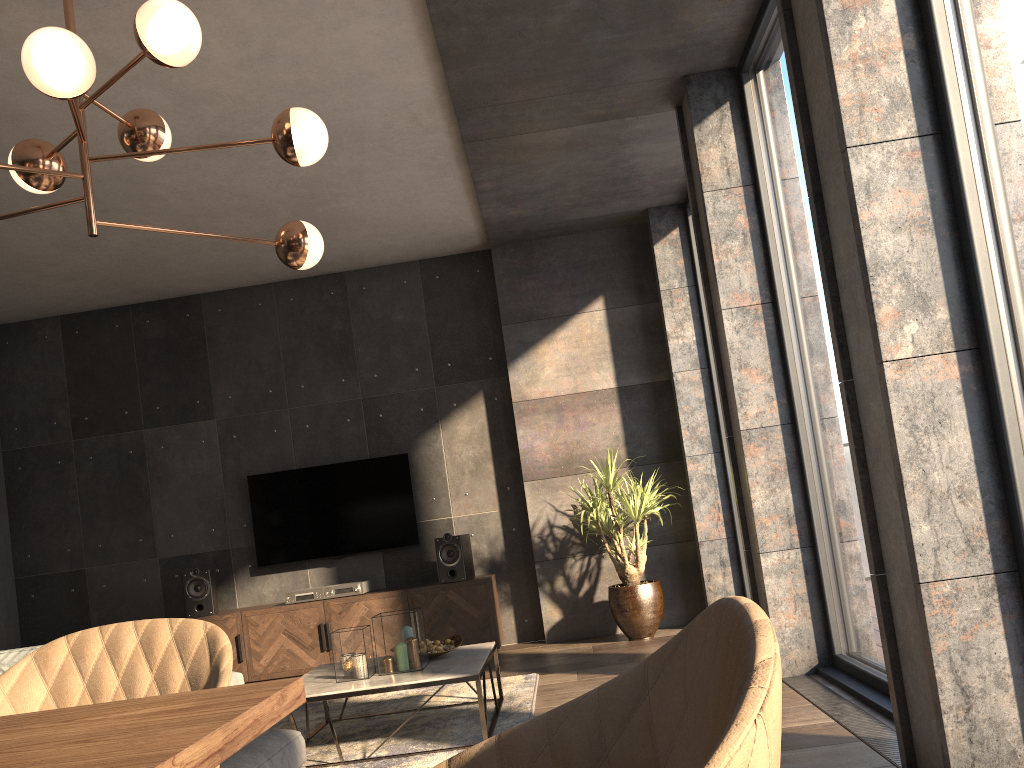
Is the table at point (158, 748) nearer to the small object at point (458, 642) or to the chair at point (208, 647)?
the chair at point (208, 647)

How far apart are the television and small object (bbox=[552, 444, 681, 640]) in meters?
1.3 m

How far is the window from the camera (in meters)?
2.25

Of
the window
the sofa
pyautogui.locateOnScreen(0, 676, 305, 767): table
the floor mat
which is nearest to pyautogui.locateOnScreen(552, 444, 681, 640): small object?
the floor mat

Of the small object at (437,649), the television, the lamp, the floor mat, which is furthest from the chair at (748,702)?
the television

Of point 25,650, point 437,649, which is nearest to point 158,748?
point 25,650

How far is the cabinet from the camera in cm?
611

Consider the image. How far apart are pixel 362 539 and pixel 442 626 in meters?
1.0 m

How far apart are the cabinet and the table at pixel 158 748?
5.26m

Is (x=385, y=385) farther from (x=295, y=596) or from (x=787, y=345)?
(x=787, y=345)
